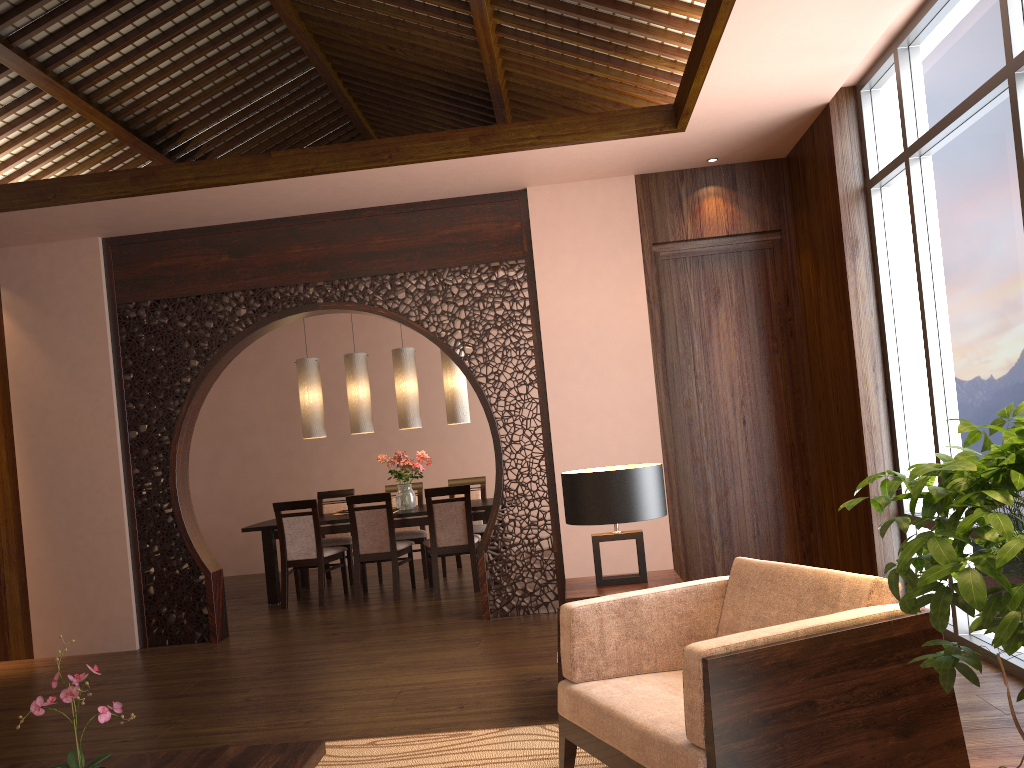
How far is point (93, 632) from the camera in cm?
593

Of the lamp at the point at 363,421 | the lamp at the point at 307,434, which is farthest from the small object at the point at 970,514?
the lamp at the point at 307,434

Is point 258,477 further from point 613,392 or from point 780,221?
point 780,221

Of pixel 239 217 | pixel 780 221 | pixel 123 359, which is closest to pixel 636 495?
pixel 780 221

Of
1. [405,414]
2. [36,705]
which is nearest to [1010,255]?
[36,705]

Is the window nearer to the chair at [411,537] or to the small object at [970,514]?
the small object at [970,514]

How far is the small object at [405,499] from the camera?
7.60m

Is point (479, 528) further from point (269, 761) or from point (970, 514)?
point (970, 514)

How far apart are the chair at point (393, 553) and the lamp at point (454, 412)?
1.0 meters

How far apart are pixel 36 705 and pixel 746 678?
1.7 meters
